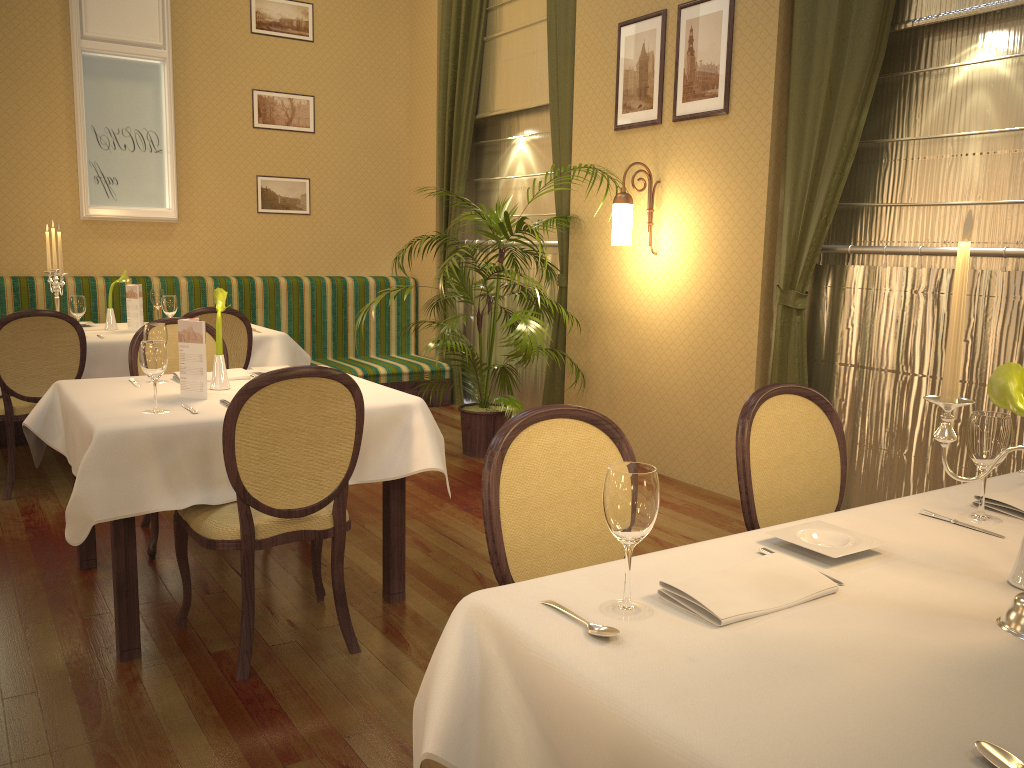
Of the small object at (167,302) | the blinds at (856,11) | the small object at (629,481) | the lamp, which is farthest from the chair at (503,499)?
the small object at (167,302)

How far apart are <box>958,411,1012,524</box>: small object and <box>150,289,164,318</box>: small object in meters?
5.0

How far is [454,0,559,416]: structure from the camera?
6.27m

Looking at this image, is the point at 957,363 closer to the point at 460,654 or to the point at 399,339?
the point at 460,654

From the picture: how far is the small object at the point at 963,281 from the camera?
1.3 meters

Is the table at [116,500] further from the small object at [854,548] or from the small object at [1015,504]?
the small object at [1015,504]

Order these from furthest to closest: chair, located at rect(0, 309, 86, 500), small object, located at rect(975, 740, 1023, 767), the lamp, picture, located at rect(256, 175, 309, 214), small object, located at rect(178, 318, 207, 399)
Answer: picture, located at rect(256, 175, 309, 214)
the lamp
chair, located at rect(0, 309, 86, 500)
small object, located at rect(178, 318, 207, 399)
small object, located at rect(975, 740, 1023, 767)

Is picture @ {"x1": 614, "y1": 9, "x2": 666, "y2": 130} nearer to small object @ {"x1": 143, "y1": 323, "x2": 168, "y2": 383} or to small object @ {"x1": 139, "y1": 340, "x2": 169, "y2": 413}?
small object @ {"x1": 143, "y1": 323, "x2": 168, "y2": 383}

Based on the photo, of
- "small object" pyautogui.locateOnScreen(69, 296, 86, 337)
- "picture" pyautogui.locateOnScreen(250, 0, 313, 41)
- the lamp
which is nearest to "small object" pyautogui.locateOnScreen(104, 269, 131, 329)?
"small object" pyautogui.locateOnScreen(69, 296, 86, 337)

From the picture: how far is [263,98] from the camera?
6.92m
